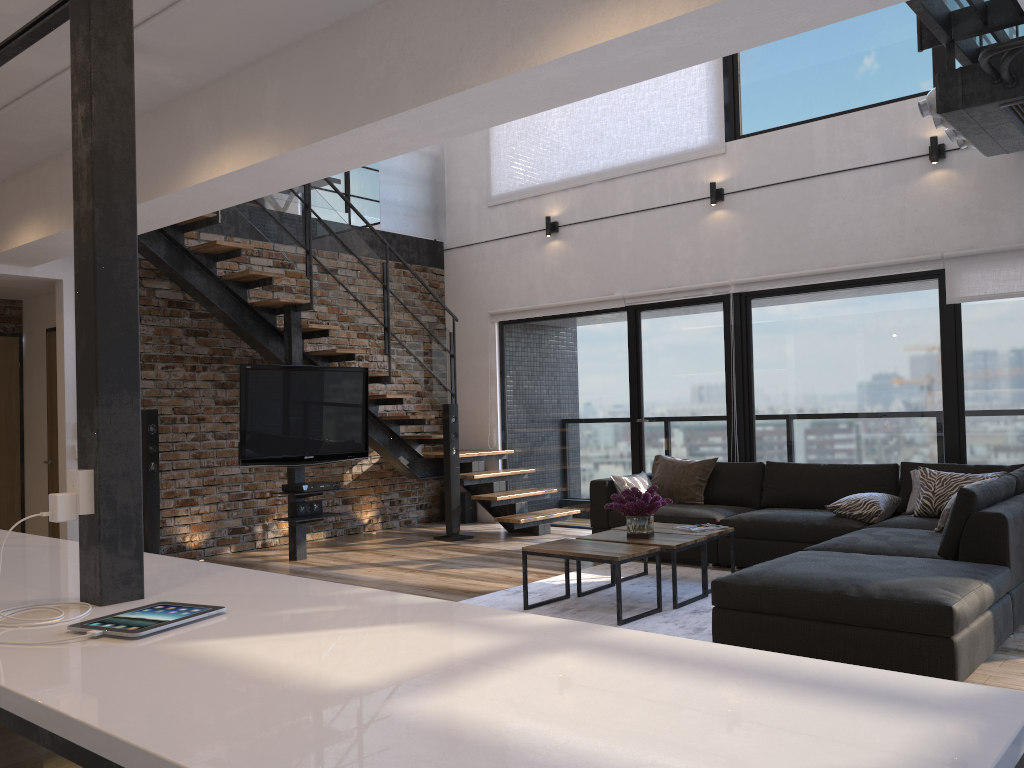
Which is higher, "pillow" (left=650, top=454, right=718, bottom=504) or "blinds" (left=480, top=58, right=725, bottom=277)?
"blinds" (left=480, top=58, right=725, bottom=277)

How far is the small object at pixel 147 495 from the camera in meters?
6.4

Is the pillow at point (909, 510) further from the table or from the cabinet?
the cabinet

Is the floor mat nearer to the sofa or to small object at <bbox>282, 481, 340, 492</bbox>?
the sofa

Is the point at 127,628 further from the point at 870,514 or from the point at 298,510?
the point at 298,510

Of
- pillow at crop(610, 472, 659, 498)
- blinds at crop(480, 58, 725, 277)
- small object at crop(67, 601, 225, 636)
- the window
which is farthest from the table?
blinds at crop(480, 58, 725, 277)

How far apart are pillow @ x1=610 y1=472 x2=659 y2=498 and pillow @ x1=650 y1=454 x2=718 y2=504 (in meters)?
0.14

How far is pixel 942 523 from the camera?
5.0m

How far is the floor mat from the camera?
4.5 meters

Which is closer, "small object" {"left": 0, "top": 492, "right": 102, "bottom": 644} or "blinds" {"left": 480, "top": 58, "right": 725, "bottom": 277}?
"small object" {"left": 0, "top": 492, "right": 102, "bottom": 644}
